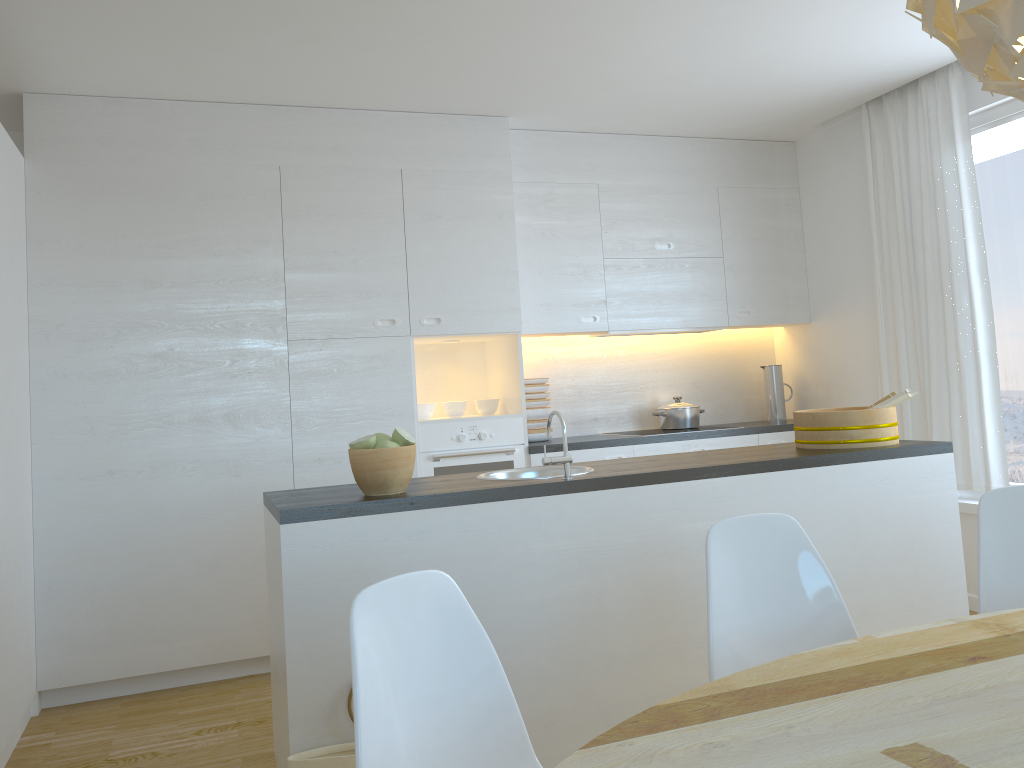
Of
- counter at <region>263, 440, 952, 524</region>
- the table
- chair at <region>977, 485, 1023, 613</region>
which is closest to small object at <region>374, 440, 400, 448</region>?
counter at <region>263, 440, 952, 524</region>

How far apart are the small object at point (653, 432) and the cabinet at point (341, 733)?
2.0 meters

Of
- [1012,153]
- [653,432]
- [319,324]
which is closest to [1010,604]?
[1012,153]

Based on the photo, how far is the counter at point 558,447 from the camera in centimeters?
468cm

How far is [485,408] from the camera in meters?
4.8 m

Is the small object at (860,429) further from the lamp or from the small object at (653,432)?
the lamp

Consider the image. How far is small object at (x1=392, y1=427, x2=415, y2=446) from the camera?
2.7 meters

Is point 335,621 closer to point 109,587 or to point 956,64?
point 109,587

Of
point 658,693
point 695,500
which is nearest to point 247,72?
point 695,500

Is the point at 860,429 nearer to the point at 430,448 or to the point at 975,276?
the point at 975,276
